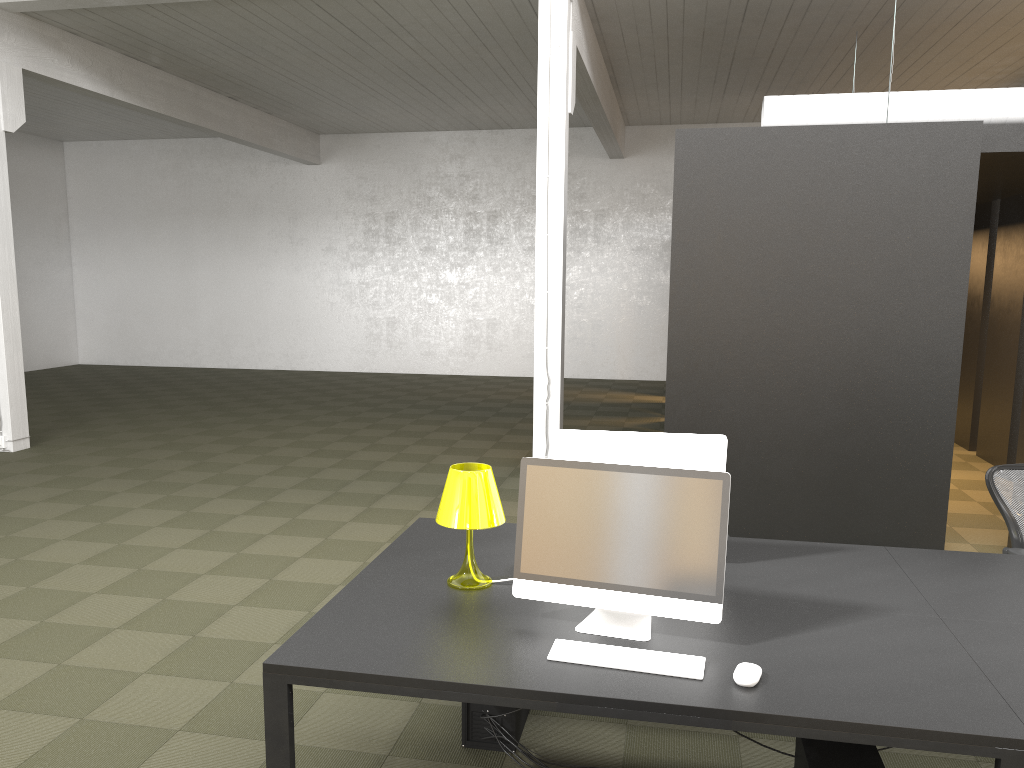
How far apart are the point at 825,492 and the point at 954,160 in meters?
2.4 m

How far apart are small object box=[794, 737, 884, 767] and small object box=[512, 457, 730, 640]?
0.5m

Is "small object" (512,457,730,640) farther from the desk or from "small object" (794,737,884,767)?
"small object" (794,737,884,767)

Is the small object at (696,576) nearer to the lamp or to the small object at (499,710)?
the lamp

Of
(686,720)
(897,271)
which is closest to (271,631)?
(686,720)

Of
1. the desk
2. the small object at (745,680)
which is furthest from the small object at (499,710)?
the small object at (745,680)

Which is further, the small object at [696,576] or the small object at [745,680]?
the small object at [696,576]

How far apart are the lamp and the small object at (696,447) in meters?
0.3 m

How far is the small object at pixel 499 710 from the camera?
3.4 meters

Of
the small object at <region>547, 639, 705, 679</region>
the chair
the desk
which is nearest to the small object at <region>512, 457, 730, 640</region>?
the desk
